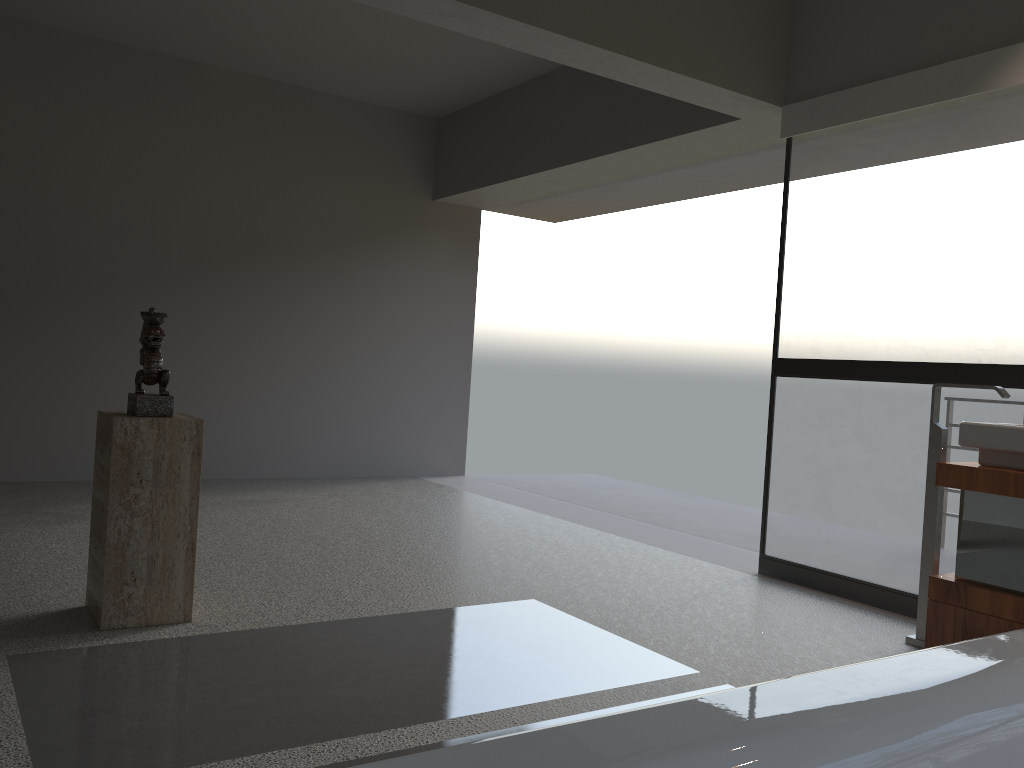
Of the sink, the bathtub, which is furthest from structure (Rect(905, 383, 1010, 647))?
the bathtub

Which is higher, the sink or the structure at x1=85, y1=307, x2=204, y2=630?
the sink

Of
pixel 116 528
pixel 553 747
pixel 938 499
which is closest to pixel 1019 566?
pixel 938 499

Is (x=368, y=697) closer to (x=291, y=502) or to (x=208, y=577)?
(x=208, y=577)

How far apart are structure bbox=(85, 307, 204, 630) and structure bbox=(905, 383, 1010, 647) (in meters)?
2.64

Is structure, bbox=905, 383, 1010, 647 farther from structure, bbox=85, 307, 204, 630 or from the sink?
structure, bbox=85, 307, 204, 630

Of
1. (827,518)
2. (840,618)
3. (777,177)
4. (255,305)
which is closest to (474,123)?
(255,305)

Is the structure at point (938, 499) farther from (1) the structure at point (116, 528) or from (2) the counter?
(1) the structure at point (116, 528)

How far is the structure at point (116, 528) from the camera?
2.9m

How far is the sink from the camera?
3.0m
